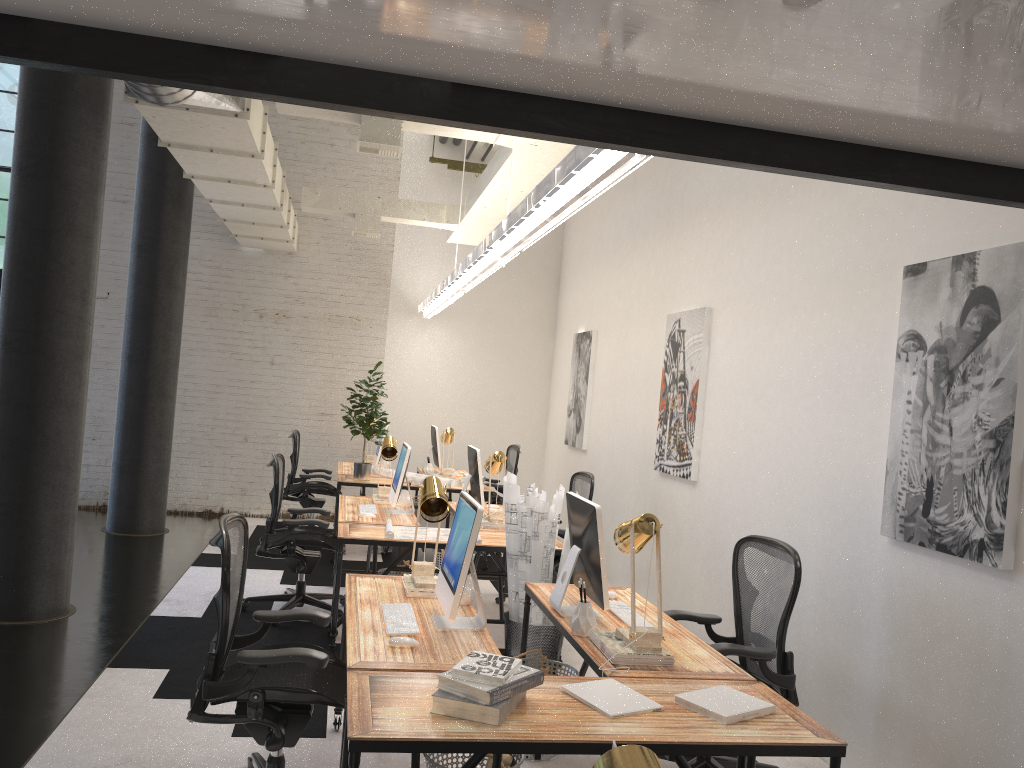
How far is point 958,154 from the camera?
2.1m

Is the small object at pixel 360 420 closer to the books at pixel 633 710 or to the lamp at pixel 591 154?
the lamp at pixel 591 154

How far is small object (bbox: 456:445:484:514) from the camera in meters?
6.3

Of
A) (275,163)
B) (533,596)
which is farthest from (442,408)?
(533,596)

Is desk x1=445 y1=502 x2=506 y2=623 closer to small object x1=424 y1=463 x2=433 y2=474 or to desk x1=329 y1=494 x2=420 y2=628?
desk x1=329 y1=494 x2=420 y2=628

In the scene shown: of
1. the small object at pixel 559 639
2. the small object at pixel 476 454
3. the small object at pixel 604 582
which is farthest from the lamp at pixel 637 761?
the small object at pixel 476 454

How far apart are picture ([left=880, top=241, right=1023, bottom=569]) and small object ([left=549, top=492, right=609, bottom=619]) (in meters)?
1.31

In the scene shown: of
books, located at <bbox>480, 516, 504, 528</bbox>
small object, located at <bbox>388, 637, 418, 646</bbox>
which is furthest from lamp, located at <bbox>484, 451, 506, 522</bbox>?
small object, located at <bbox>388, 637, 418, 646</bbox>

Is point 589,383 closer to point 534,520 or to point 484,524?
point 484,524

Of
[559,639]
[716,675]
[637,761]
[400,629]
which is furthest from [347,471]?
[637,761]
